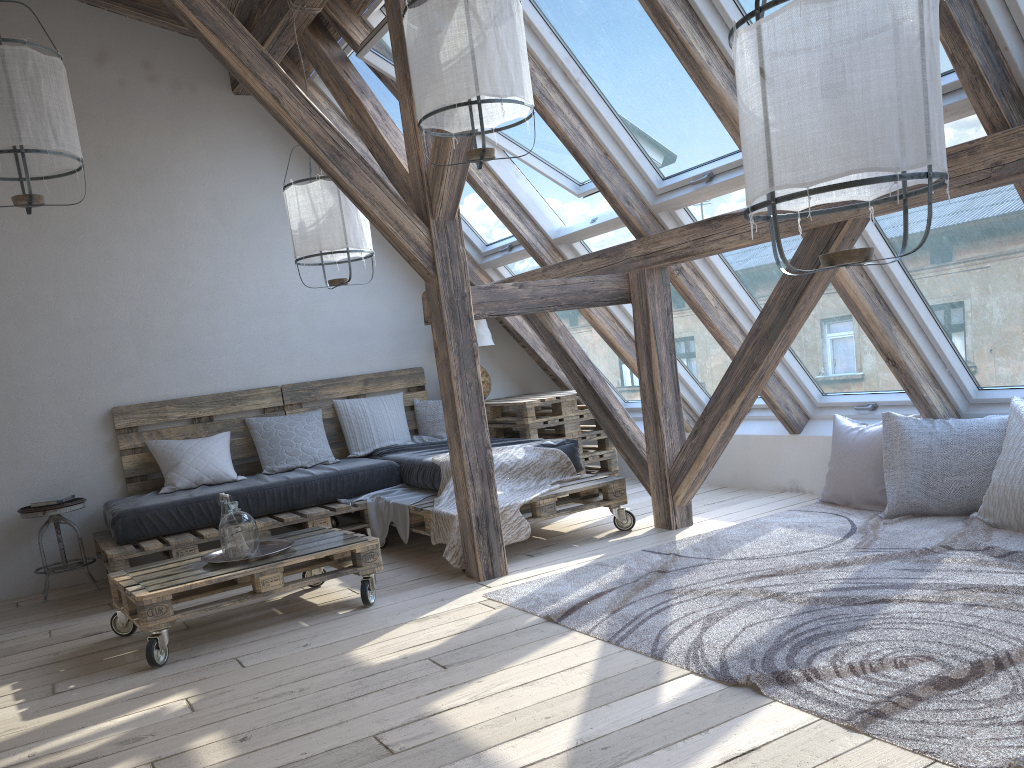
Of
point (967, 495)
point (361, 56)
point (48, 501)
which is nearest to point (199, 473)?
point (48, 501)

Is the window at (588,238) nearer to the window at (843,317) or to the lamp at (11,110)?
the window at (843,317)

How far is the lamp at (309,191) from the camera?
4.4m

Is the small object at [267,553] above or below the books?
below

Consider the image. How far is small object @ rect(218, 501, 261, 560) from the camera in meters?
3.6 m

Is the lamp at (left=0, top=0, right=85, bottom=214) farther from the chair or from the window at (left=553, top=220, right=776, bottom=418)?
the window at (left=553, top=220, right=776, bottom=418)

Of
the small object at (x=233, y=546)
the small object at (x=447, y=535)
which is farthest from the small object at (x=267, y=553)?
the small object at (x=447, y=535)

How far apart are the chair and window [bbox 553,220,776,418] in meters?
3.1 m

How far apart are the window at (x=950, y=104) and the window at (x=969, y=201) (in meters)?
0.02

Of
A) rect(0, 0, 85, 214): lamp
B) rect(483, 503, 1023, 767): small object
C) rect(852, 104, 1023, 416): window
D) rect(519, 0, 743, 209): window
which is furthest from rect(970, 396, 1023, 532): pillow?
rect(0, 0, 85, 214): lamp
